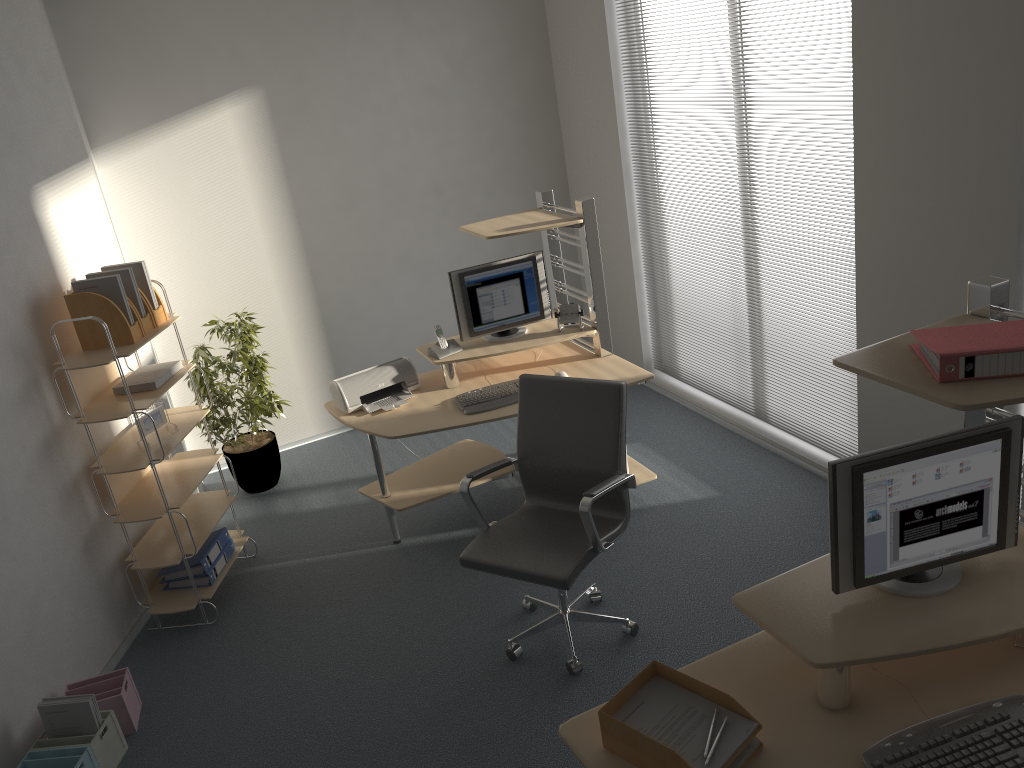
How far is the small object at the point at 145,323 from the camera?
4.1 meters

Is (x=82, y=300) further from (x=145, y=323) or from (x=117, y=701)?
(x=117, y=701)

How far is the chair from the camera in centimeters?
333cm

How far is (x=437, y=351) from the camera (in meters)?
4.60

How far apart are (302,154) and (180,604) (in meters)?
2.87

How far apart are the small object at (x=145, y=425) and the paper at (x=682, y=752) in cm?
285

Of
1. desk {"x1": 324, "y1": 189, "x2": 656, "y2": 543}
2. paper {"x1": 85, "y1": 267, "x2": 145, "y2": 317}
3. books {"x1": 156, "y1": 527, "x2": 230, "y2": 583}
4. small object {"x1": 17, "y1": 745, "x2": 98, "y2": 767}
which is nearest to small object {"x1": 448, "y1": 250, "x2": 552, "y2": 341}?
desk {"x1": 324, "y1": 189, "x2": 656, "y2": 543}

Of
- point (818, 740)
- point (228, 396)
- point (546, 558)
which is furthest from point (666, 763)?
point (228, 396)

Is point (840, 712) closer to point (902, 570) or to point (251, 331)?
point (902, 570)

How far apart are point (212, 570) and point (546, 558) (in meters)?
1.90
